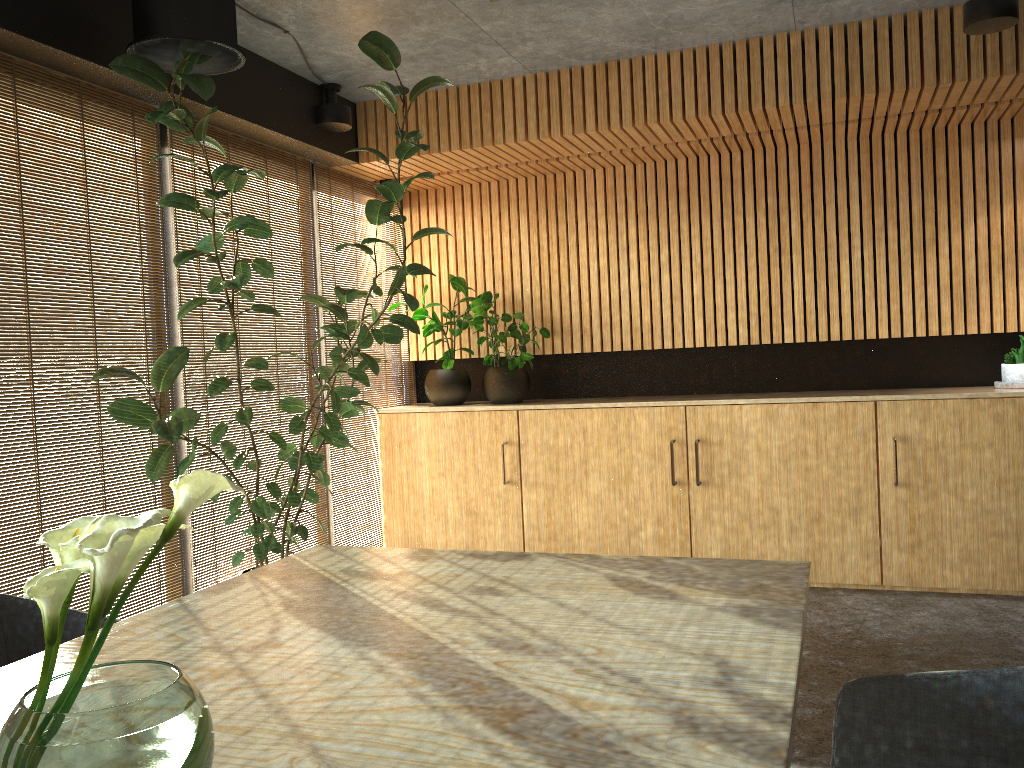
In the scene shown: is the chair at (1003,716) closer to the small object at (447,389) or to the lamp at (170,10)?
the lamp at (170,10)

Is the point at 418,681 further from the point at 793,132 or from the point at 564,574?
the point at 793,132

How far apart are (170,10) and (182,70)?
0.3m

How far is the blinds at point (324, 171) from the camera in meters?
6.4 m

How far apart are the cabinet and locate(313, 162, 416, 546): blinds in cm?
7

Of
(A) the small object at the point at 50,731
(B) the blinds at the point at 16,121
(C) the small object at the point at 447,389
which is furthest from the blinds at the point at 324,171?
(A) the small object at the point at 50,731

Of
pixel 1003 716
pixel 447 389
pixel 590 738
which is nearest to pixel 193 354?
pixel 447 389

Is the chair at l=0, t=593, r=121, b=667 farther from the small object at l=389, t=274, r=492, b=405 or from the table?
the small object at l=389, t=274, r=492, b=405

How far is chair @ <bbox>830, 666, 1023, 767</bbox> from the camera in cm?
192

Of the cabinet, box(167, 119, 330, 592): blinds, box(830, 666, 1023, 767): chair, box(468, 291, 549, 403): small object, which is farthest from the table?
box(468, 291, 549, 403): small object
